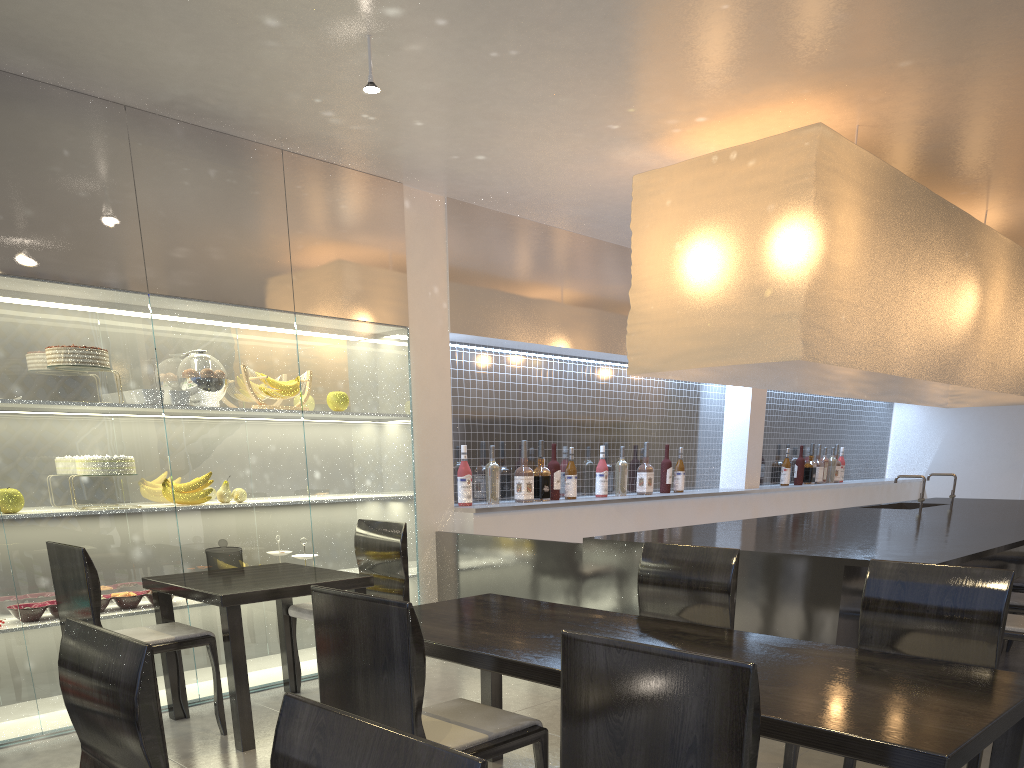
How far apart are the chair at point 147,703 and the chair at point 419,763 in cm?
22

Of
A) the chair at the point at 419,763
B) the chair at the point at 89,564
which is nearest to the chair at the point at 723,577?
the chair at the point at 89,564

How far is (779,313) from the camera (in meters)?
1.86

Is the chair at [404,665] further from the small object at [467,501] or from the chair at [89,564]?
the small object at [467,501]

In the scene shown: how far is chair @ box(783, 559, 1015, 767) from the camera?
1.1 meters

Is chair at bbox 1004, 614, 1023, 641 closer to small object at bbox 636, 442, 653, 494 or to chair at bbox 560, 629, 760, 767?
chair at bbox 560, 629, 760, 767

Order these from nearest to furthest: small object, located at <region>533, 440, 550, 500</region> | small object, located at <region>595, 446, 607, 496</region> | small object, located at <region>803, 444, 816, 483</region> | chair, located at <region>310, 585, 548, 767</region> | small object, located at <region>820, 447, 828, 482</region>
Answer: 1. chair, located at <region>310, 585, 548, 767</region>
2. small object, located at <region>533, 440, 550, 500</region>
3. small object, located at <region>595, 446, 607, 496</region>
4. small object, located at <region>803, 444, 816, 483</region>
5. small object, located at <region>820, 447, 828, 482</region>

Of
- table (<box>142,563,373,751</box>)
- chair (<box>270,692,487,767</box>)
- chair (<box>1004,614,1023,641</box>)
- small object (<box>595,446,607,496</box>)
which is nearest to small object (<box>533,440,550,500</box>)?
small object (<box>595,446,607,496</box>)

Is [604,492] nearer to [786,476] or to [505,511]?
[505,511]

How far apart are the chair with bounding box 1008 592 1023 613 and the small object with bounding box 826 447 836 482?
2.36m
